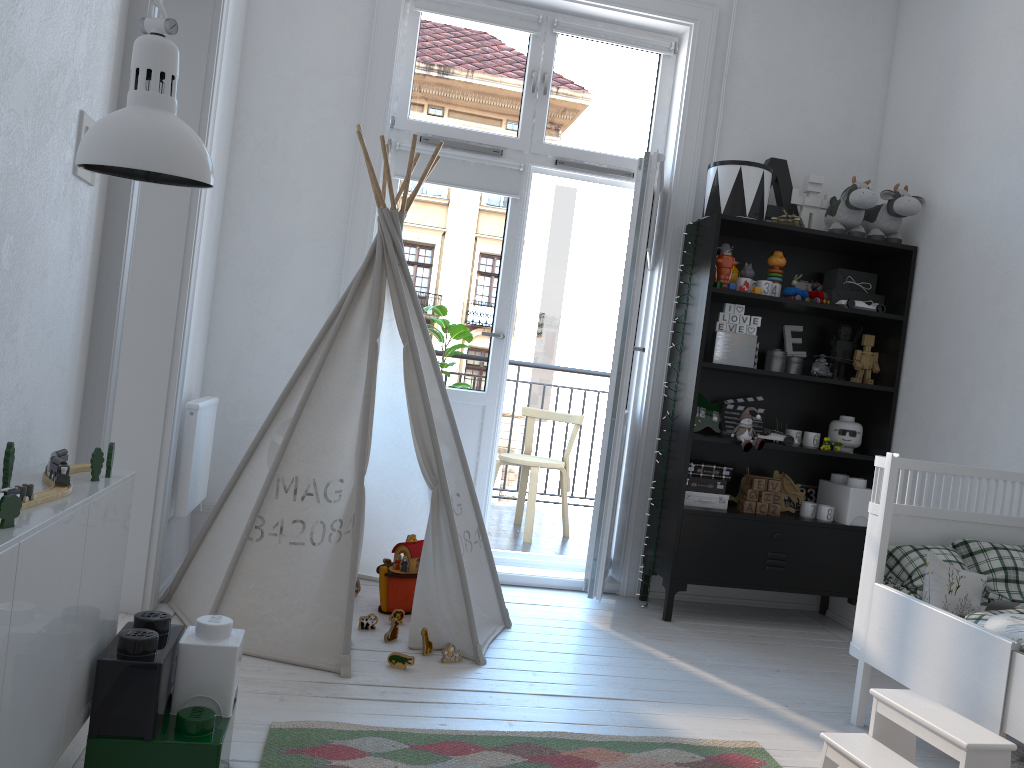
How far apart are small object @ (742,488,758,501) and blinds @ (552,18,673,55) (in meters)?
2.02

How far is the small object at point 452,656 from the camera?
2.78m

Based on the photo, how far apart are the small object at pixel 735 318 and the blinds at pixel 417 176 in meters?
1.1

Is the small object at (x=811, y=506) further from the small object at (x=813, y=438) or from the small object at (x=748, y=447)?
the small object at (x=748, y=447)

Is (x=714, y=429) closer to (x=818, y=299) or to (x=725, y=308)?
(x=725, y=308)

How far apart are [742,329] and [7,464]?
2.88m

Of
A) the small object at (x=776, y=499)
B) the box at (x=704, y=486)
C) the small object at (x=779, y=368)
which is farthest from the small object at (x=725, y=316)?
the small object at (x=776, y=499)

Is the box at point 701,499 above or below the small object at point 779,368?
below

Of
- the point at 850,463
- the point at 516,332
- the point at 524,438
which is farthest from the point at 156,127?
the point at 516,332

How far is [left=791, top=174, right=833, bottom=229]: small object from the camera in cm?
394
